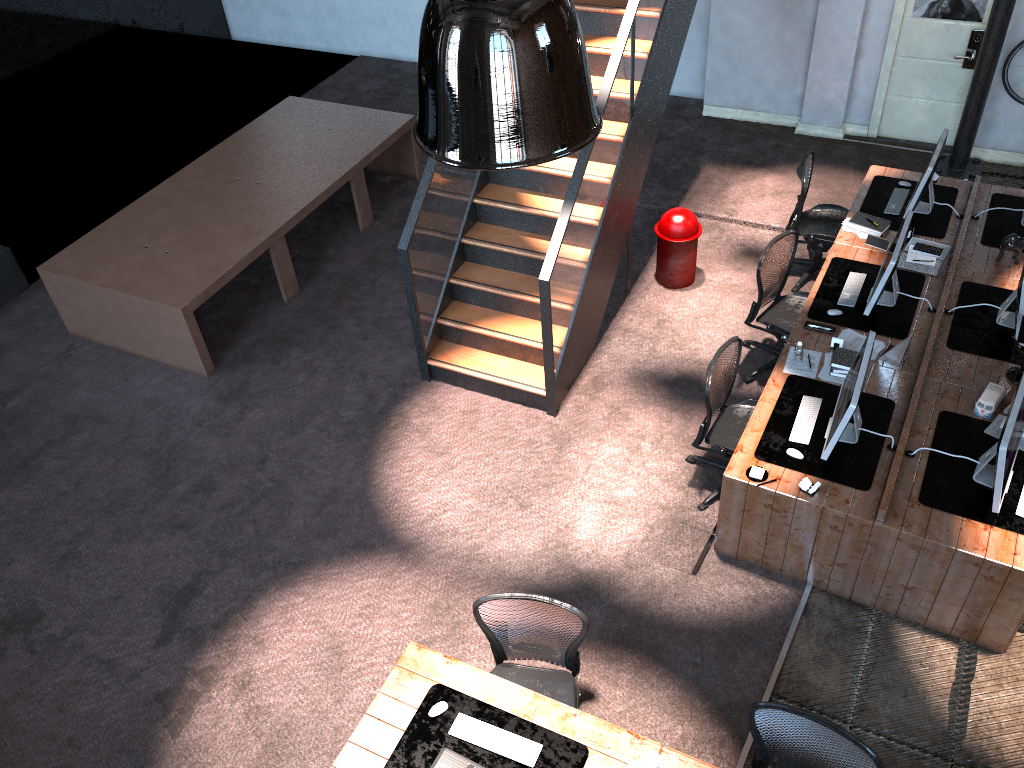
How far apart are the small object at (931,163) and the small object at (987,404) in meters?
2.0 m

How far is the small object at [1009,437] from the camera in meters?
4.6 m

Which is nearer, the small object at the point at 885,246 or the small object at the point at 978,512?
the small object at the point at 978,512

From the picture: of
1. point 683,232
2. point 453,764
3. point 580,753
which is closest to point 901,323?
point 683,232

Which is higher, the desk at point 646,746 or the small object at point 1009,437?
the small object at point 1009,437

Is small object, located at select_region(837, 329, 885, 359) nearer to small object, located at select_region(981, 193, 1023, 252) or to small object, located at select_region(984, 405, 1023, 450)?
small object, located at select_region(984, 405, 1023, 450)

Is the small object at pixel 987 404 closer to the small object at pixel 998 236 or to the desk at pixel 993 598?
the desk at pixel 993 598

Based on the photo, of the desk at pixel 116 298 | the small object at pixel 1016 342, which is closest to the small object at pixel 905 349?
the small object at pixel 1016 342

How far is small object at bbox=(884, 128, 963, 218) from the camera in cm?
678

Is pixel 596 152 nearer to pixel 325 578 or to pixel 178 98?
pixel 325 578
